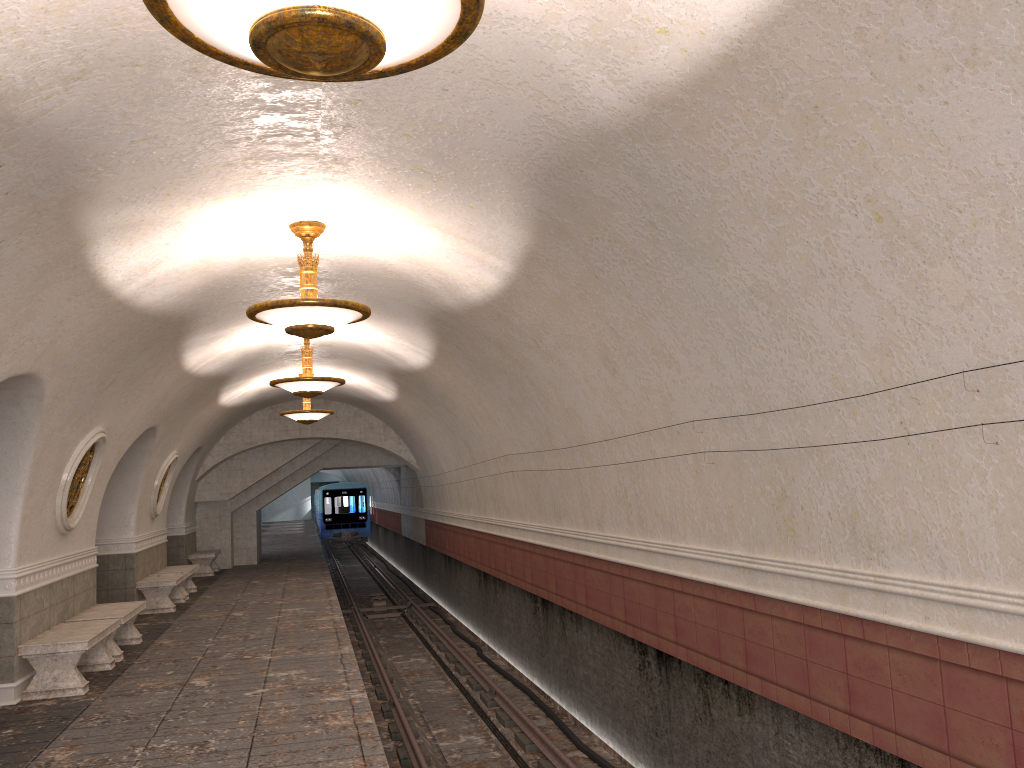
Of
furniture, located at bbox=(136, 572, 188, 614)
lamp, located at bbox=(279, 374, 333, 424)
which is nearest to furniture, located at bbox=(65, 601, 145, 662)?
furniture, located at bbox=(136, 572, 188, 614)

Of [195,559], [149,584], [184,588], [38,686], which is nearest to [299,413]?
[184,588]

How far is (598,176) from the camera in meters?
5.1 m

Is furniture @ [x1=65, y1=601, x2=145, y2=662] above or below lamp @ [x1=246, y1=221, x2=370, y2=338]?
below

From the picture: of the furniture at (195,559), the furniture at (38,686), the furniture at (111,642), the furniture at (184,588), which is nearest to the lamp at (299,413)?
the furniture at (184,588)

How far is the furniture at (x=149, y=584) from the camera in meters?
14.1 m

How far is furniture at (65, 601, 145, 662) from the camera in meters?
10.0

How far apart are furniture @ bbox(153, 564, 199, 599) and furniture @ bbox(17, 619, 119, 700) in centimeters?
636cm

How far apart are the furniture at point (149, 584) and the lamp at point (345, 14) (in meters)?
12.72

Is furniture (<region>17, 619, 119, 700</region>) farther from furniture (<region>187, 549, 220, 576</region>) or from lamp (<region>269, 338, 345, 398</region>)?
furniture (<region>187, 549, 220, 576</region>)
